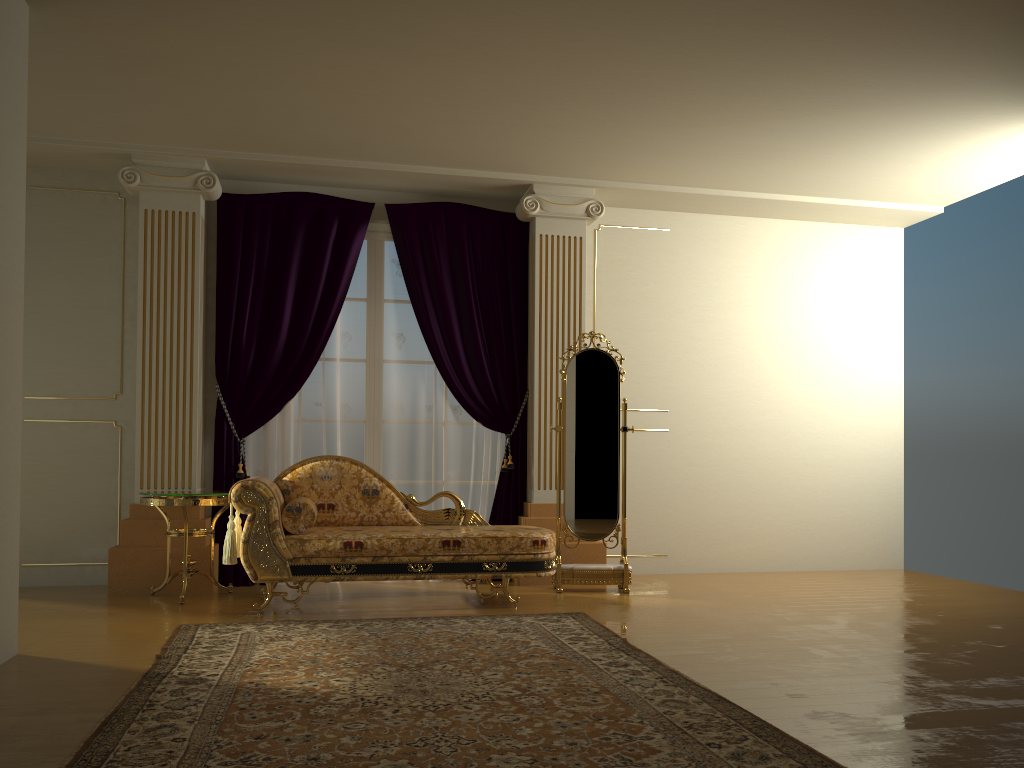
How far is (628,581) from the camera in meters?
5.6 m

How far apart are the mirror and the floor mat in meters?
0.9 m

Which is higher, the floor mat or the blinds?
the blinds

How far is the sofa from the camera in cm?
468

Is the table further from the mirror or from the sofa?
the mirror

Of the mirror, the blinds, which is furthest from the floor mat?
the blinds

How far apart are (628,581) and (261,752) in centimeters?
348cm

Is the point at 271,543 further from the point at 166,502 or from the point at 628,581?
the point at 628,581

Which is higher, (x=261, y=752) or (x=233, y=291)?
(x=233, y=291)

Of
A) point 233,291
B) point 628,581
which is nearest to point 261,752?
point 628,581
